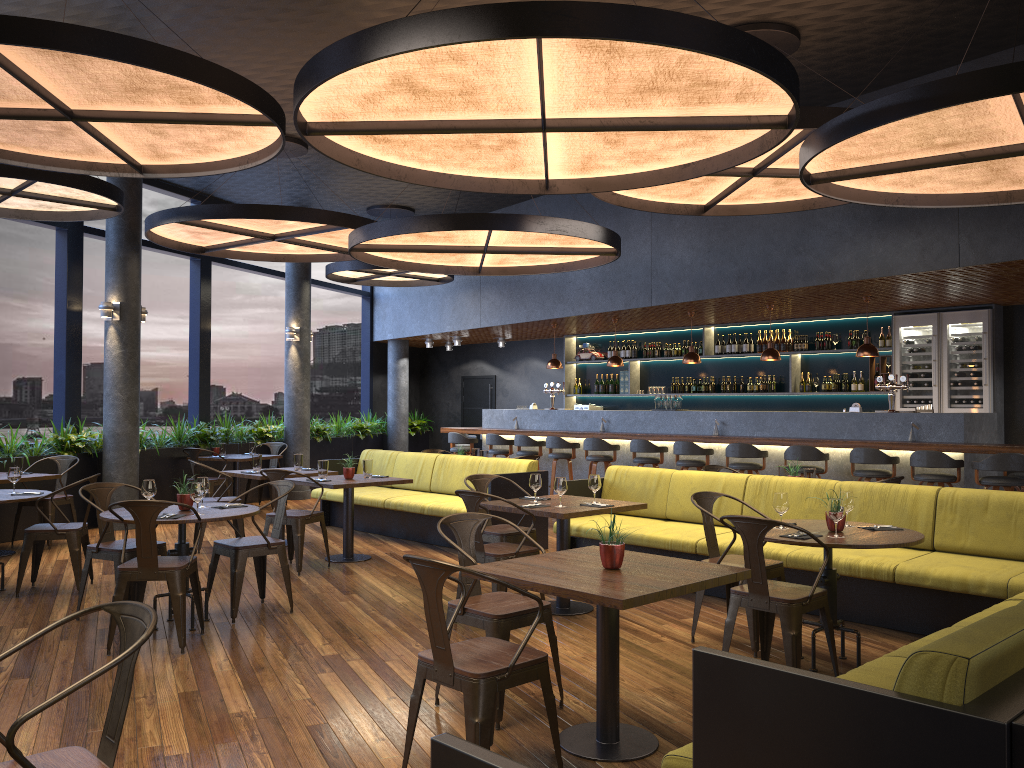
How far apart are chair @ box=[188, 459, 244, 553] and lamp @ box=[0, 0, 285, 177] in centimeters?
336cm

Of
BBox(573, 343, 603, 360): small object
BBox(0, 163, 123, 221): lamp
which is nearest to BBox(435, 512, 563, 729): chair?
BBox(0, 163, 123, 221): lamp

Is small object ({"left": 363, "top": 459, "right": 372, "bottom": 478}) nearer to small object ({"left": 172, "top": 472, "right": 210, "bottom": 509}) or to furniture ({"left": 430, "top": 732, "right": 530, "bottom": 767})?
small object ({"left": 172, "top": 472, "right": 210, "bottom": 509})

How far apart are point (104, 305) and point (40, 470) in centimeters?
198cm

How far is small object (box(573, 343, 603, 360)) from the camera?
15.2 meters

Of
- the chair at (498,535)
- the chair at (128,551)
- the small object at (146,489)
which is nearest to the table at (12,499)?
the chair at (128,551)

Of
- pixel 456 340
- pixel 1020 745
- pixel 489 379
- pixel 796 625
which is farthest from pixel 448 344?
pixel 1020 745

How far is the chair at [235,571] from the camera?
6.01m

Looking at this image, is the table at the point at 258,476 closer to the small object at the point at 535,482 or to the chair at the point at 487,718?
the small object at the point at 535,482

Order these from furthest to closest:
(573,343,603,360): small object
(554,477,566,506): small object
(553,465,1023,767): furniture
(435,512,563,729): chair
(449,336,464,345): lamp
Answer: (449,336,464,345): lamp < (573,343,603,360): small object < (554,477,566,506): small object < (435,512,563,729): chair < (553,465,1023,767): furniture
